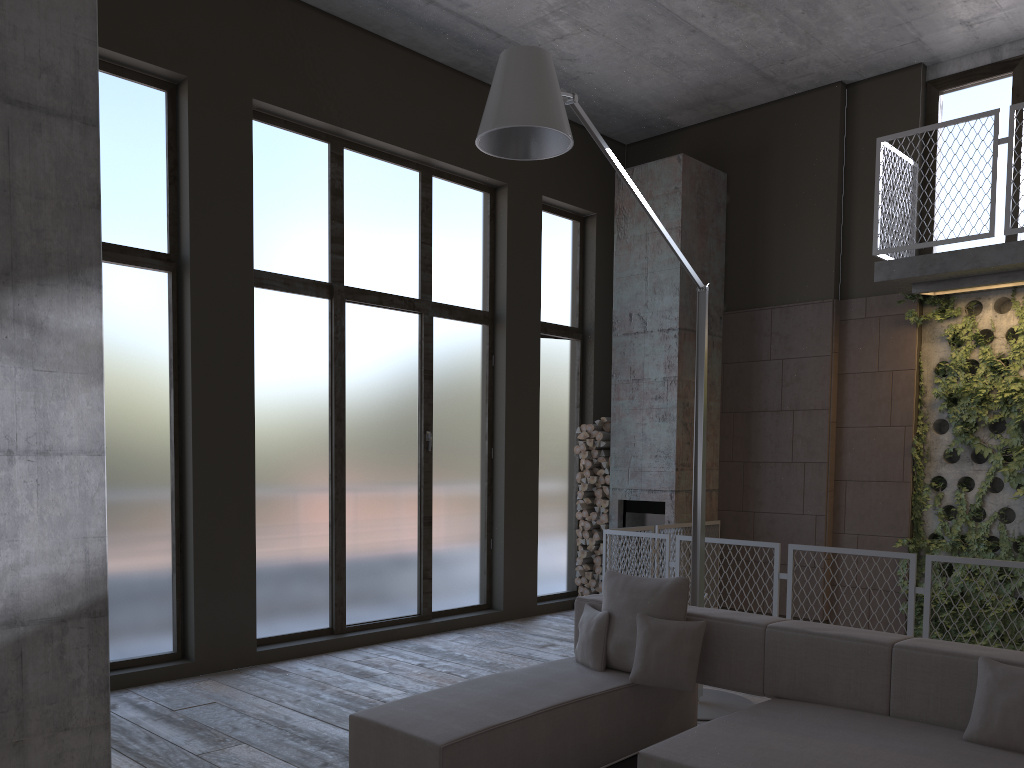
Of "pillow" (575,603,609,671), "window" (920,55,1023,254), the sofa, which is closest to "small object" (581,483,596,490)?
"window" (920,55,1023,254)

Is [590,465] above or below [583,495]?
above

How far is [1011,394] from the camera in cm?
738

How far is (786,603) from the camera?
8.4m

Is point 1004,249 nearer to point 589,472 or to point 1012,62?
point 1012,62

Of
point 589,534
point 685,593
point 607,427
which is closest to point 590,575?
point 589,534

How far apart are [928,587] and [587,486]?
4.0m

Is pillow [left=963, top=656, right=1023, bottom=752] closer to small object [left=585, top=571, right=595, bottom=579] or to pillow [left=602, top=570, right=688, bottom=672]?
pillow [left=602, top=570, right=688, bottom=672]

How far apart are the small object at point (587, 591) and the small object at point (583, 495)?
1.0m

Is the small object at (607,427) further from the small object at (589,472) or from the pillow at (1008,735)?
the pillow at (1008,735)
